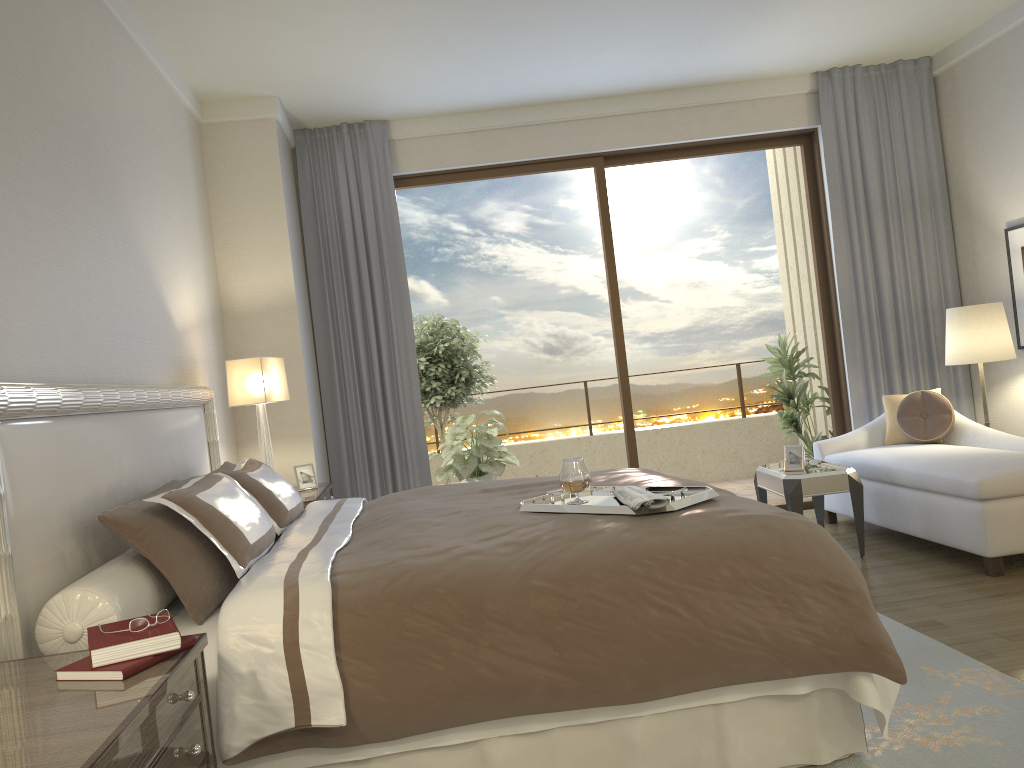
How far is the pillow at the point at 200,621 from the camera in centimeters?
250cm

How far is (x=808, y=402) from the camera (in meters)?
7.01

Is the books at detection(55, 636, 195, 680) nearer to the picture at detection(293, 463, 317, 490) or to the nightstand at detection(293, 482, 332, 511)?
the nightstand at detection(293, 482, 332, 511)

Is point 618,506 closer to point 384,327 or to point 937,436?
point 937,436

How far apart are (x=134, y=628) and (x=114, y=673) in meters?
0.1 m

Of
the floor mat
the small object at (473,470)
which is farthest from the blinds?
the floor mat

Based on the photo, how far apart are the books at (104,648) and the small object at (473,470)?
4.84m

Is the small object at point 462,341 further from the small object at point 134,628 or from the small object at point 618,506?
the small object at point 134,628

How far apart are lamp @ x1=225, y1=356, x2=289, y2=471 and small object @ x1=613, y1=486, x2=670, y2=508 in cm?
229

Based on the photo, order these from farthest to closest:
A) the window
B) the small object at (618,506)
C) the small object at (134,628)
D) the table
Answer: the window, the table, the small object at (618,506), the small object at (134,628)
